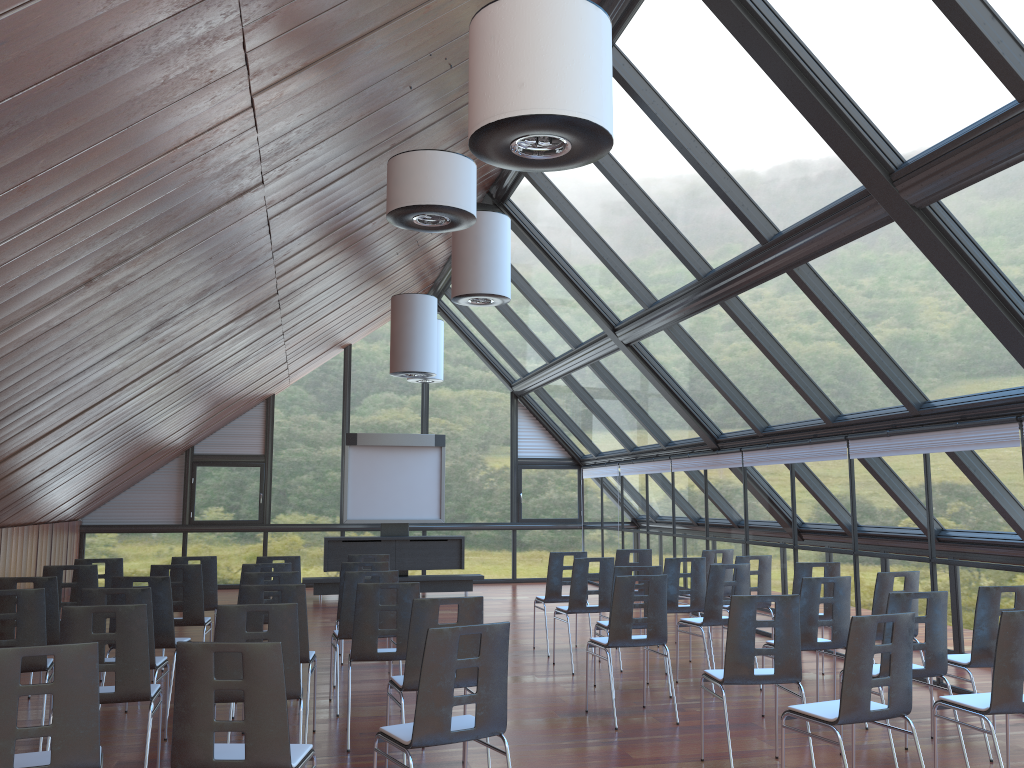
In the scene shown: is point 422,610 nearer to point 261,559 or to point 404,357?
point 261,559

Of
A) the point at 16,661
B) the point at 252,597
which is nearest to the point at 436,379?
the point at 252,597

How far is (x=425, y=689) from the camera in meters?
4.3

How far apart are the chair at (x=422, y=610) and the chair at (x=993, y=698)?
2.8 meters

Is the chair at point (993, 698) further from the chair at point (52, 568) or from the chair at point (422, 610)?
the chair at point (52, 568)

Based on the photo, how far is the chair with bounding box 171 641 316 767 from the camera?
3.9 meters

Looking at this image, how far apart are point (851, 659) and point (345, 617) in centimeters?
440cm

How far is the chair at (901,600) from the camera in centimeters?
594cm

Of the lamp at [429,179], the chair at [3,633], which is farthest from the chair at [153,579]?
the lamp at [429,179]

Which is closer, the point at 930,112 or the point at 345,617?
the point at 930,112
